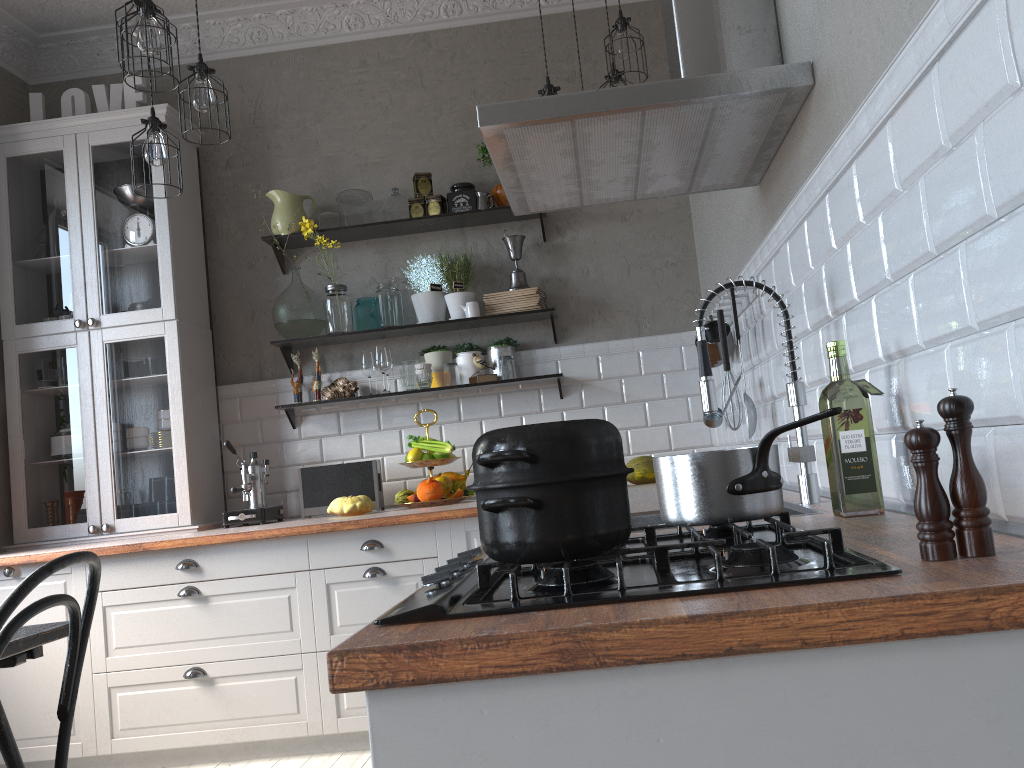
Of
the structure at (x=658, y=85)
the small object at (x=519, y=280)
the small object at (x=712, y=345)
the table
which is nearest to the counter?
the small object at (x=712, y=345)

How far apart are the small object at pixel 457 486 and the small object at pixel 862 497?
2.5 meters

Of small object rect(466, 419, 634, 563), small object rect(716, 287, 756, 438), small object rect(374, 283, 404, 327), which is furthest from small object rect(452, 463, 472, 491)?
small object rect(466, 419, 634, 563)

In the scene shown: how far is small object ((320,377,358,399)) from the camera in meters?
4.1

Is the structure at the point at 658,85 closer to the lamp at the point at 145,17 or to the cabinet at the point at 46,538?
the lamp at the point at 145,17

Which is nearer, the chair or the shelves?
the chair

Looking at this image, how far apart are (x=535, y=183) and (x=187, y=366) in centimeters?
231cm

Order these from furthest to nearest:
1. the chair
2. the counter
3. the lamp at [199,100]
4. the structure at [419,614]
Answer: the lamp at [199,100] < the chair < the structure at [419,614] < the counter

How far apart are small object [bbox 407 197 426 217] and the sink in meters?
2.5 m

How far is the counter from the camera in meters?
0.7 m
